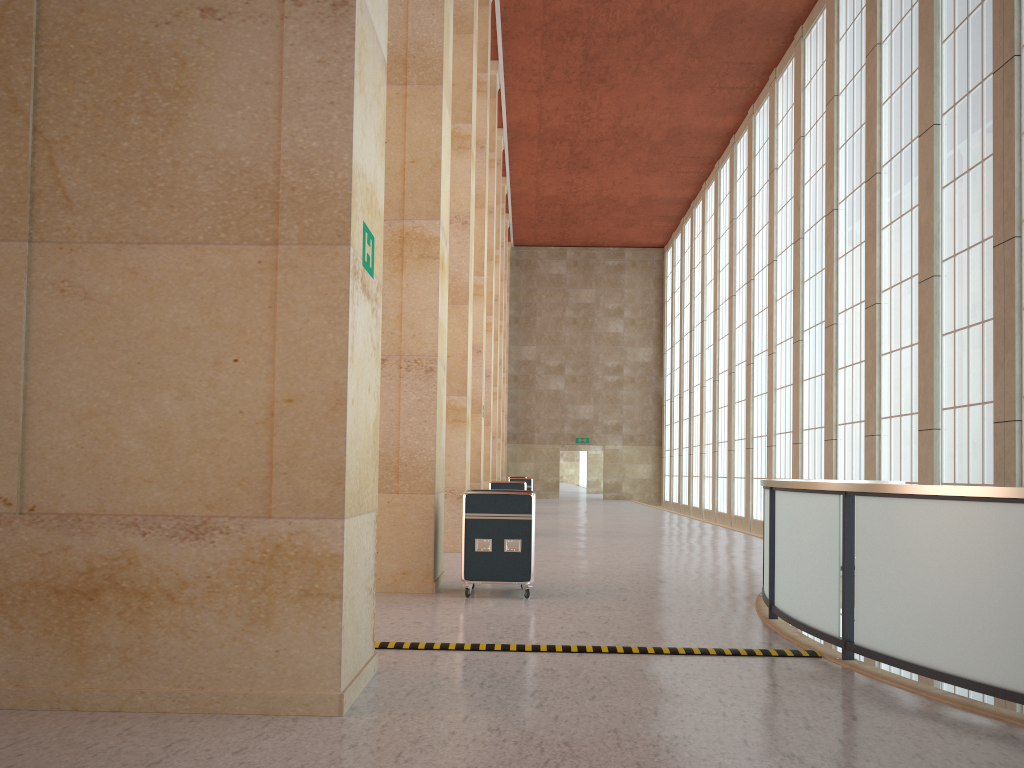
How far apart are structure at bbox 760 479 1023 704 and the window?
3.38m

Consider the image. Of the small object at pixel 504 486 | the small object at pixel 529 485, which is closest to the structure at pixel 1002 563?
the small object at pixel 504 486

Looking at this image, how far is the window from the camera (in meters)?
18.46

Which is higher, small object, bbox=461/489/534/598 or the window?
the window

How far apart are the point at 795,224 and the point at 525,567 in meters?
22.5

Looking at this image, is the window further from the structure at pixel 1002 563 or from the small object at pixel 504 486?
the small object at pixel 504 486

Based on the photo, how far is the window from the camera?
18.46m

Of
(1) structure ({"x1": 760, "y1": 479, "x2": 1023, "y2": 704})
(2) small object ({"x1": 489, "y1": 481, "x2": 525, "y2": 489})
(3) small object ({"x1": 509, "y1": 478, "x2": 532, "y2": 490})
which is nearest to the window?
(1) structure ({"x1": 760, "y1": 479, "x2": 1023, "y2": 704})

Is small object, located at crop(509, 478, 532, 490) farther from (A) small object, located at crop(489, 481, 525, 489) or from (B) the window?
(B) the window

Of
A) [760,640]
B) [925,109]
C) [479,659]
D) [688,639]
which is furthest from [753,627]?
[925,109]
